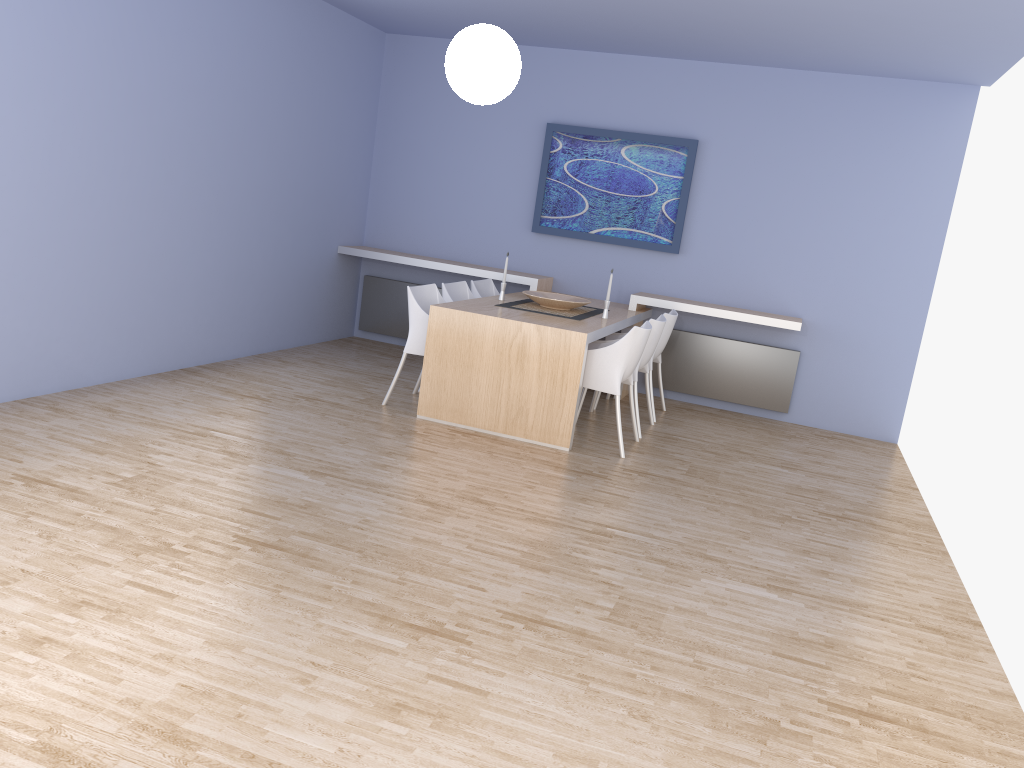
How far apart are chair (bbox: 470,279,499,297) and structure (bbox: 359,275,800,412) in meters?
1.1 m

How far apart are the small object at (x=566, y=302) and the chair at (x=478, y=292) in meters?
0.5

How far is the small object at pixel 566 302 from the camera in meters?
6.1 m

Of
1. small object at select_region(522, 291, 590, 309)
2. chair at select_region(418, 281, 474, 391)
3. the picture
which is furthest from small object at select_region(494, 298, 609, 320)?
the picture

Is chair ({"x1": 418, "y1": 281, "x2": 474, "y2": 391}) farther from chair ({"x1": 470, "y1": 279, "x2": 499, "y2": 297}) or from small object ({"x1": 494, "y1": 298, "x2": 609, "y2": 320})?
small object ({"x1": 494, "y1": 298, "x2": 609, "y2": 320})

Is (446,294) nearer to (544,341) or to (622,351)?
(544,341)

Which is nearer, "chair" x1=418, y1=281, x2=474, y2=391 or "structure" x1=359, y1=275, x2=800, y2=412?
"chair" x1=418, y1=281, x2=474, y2=391

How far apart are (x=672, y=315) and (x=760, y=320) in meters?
0.7

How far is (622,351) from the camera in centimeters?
528cm

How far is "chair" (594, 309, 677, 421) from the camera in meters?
6.4 m
